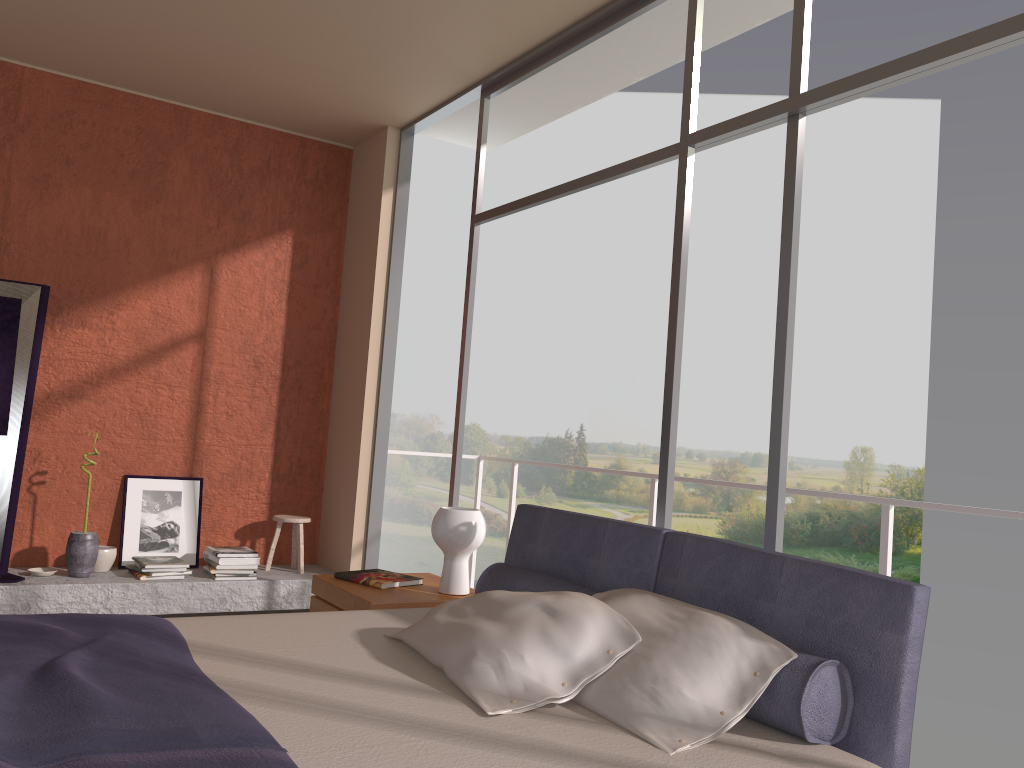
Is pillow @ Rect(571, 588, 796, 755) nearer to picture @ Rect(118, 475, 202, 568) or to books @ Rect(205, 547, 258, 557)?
books @ Rect(205, 547, 258, 557)

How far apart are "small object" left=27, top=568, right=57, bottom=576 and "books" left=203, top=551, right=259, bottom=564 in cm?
Answer: 83

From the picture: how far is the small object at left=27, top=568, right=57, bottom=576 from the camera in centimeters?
480cm

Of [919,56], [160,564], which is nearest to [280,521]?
[160,564]

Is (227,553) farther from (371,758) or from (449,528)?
(371,758)

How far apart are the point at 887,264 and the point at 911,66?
20.8 meters

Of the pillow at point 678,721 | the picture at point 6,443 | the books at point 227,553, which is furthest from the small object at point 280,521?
the pillow at point 678,721

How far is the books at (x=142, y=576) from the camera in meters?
4.9

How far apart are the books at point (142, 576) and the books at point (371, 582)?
1.8 meters

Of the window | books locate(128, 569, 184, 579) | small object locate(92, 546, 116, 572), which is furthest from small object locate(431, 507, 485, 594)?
small object locate(92, 546, 116, 572)
